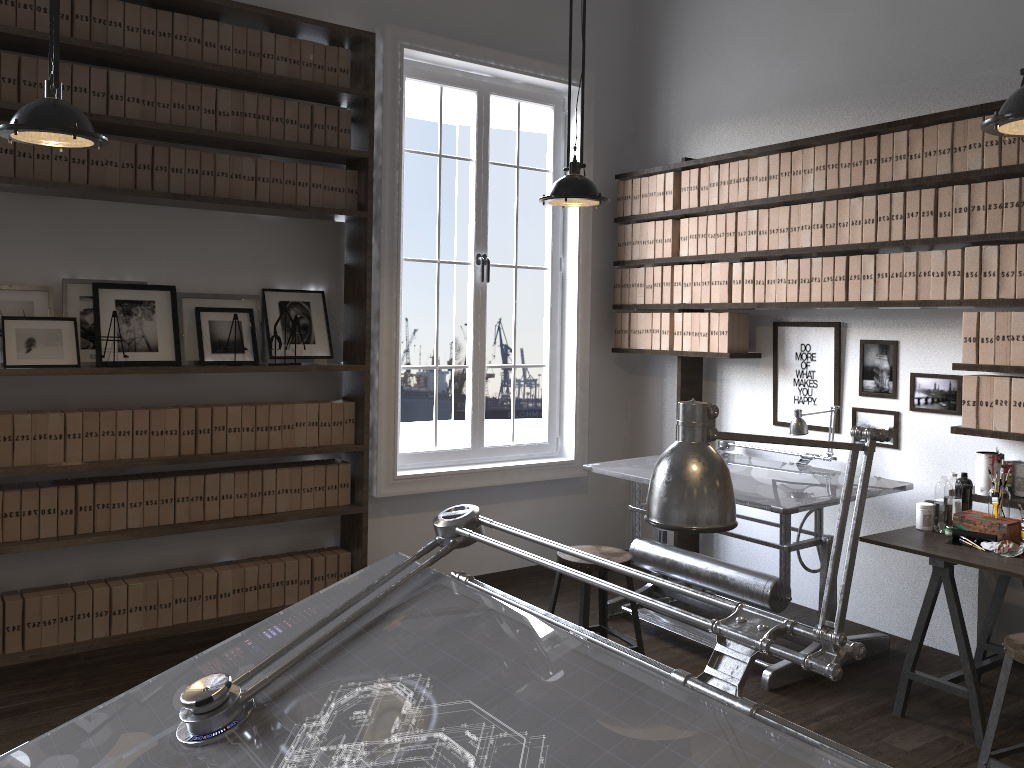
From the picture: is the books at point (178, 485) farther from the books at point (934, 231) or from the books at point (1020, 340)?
the books at point (1020, 340)

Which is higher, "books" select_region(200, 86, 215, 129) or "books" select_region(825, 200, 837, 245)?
"books" select_region(200, 86, 215, 129)

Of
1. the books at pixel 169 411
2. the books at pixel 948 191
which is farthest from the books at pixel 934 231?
the books at pixel 169 411

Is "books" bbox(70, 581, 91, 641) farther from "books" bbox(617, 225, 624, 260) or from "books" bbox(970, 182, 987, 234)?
"books" bbox(970, 182, 987, 234)

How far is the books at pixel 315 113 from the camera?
4.5m

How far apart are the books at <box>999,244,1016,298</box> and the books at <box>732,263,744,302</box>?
1.37m

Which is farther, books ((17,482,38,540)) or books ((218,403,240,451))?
books ((218,403,240,451))

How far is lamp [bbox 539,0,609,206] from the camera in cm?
373

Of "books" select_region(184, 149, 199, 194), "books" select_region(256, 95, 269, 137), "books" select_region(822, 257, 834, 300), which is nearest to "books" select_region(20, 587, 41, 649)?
"books" select_region(184, 149, 199, 194)

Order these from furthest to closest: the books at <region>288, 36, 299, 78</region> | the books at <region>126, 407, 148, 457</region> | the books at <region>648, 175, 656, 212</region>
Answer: the books at <region>648, 175, 656, 212</region>
the books at <region>288, 36, 299, 78</region>
the books at <region>126, 407, 148, 457</region>
